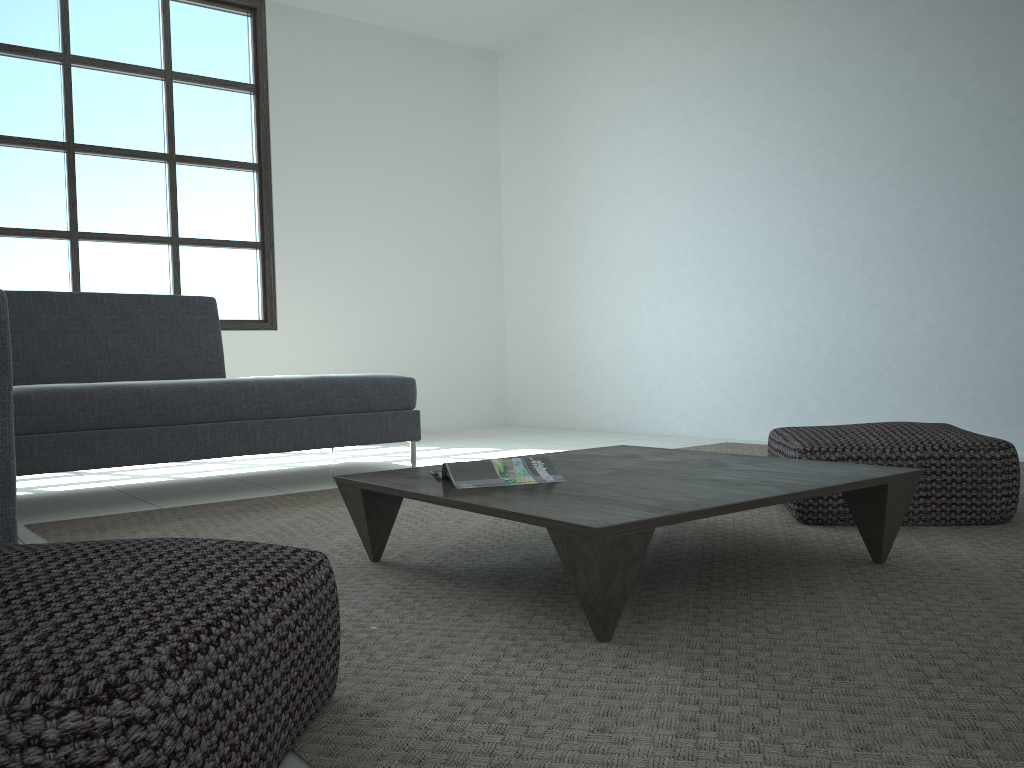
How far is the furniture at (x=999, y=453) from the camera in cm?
245

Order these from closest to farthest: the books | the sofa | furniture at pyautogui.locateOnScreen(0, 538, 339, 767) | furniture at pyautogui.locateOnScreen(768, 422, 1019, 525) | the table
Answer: furniture at pyautogui.locateOnScreen(0, 538, 339, 767)
the table
the books
furniture at pyautogui.locateOnScreen(768, 422, 1019, 525)
the sofa

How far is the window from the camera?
5.2m

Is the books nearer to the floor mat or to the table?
the table

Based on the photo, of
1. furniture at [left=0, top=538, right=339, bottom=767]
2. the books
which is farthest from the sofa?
the books

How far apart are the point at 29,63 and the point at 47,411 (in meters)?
3.12

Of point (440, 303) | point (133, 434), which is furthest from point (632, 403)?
point (133, 434)

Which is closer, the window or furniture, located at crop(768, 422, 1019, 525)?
furniture, located at crop(768, 422, 1019, 525)

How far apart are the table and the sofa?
0.77m

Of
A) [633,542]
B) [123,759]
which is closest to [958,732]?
[633,542]
